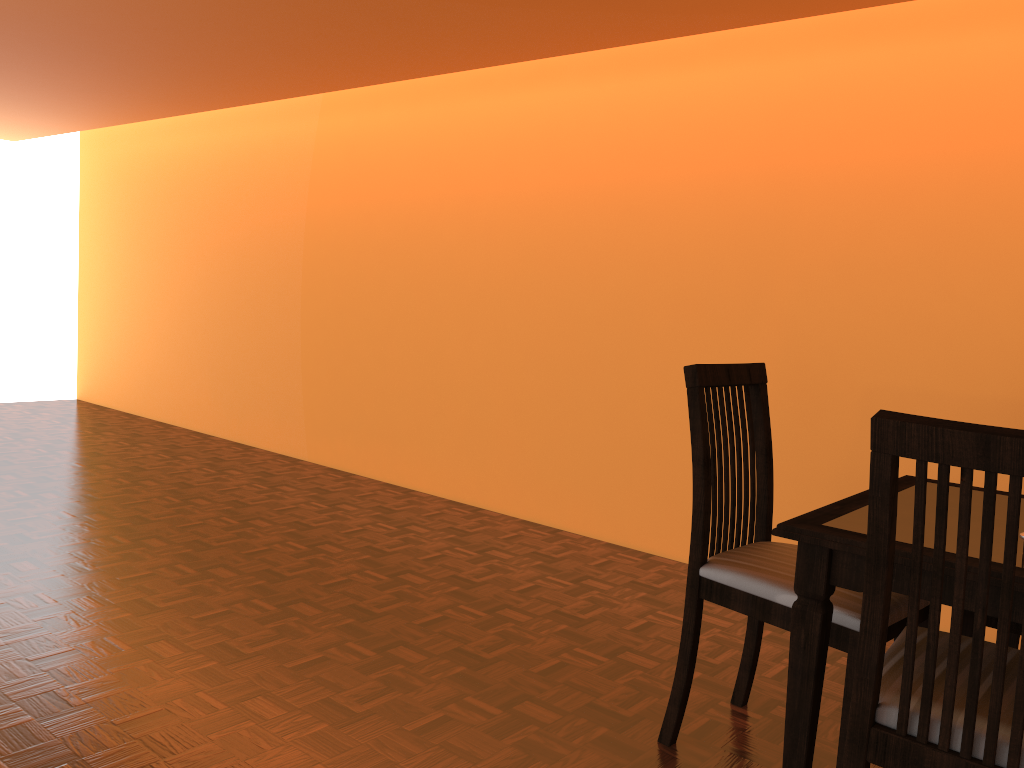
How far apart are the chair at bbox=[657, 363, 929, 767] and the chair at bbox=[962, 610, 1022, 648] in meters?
0.1

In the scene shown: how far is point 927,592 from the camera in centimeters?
134cm

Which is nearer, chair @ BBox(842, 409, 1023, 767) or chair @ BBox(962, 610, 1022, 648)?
chair @ BBox(842, 409, 1023, 767)

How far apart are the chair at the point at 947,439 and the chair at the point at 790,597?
0.08m

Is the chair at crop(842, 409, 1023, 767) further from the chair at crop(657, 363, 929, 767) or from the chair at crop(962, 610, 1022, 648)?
the chair at crop(962, 610, 1022, 648)

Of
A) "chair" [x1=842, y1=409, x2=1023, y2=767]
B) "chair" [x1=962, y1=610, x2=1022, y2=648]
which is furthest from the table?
"chair" [x1=962, y1=610, x2=1022, y2=648]

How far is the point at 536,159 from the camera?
3.5m

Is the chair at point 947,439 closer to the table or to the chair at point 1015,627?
the table

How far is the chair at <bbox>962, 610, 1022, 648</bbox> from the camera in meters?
1.7 m

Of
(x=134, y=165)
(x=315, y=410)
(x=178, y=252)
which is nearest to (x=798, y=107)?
(x=315, y=410)
